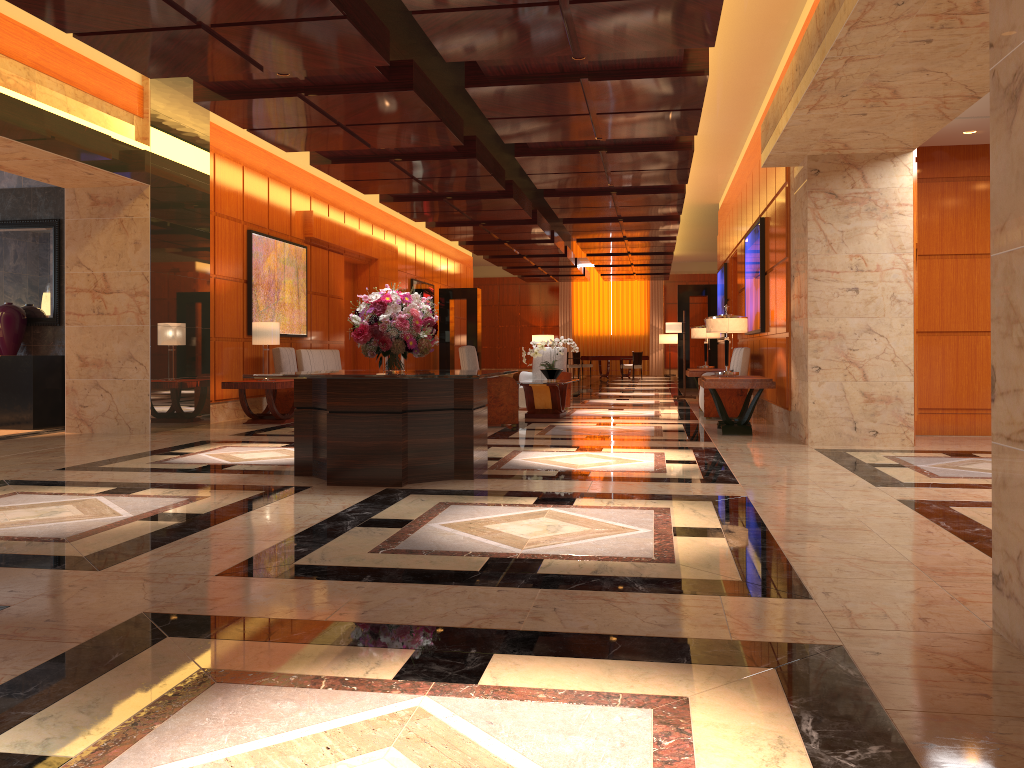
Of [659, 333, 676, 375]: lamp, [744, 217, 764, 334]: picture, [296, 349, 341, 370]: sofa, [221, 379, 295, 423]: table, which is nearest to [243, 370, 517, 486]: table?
[221, 379, 295, 423]: table

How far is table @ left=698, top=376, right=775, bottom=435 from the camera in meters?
9.1 m

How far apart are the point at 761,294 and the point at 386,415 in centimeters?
675cm

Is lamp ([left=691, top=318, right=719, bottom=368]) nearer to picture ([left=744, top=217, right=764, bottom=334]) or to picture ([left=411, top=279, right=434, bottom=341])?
picture ([left=744, top=217, right=764, bottom=334])

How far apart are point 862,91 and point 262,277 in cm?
868

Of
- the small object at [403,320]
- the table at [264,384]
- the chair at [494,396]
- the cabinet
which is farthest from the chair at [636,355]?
the small object at [403,320]

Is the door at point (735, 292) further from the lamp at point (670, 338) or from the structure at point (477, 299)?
the lamp at point (670, 338)

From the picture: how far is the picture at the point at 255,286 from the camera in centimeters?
1228cm

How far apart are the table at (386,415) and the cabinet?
5.6m

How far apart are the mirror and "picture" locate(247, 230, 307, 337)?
2.4m
